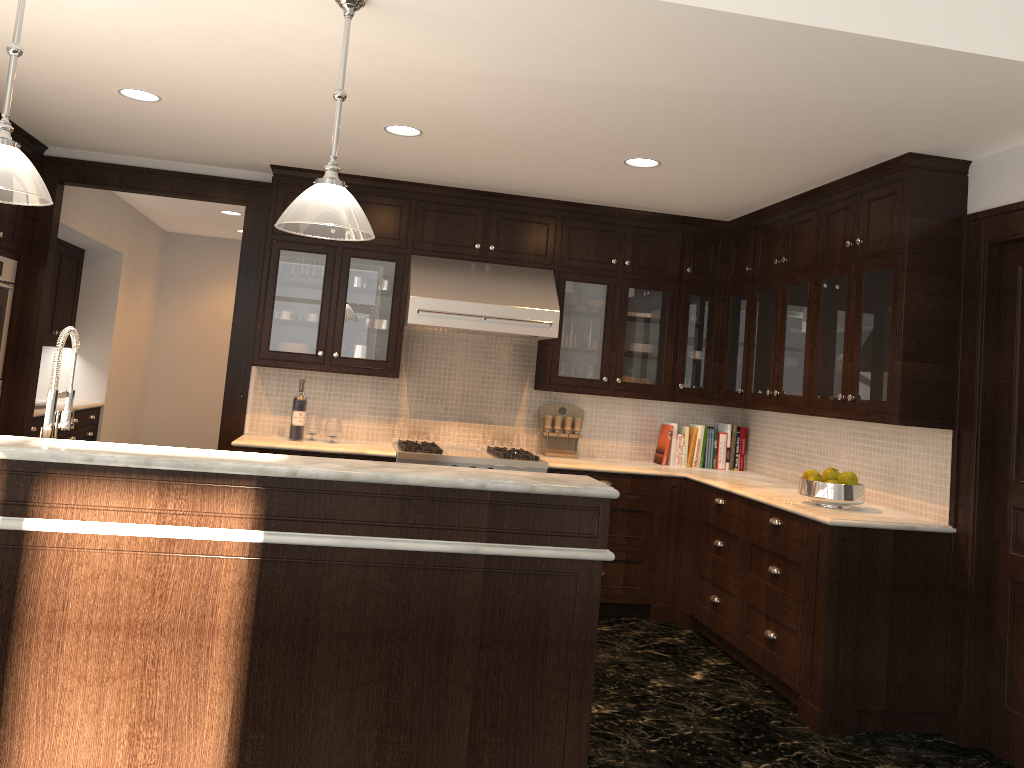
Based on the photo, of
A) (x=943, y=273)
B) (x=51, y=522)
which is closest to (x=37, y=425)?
(x=51, y=522)

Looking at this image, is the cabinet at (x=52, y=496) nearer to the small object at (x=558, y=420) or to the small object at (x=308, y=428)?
the small object at (x=308, y=428)

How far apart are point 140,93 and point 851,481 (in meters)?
3.85

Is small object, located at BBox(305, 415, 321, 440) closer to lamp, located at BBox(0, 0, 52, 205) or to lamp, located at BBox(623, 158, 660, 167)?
lamp, located at BBox(623, 158, 660, 167)

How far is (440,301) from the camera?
5.3 meters

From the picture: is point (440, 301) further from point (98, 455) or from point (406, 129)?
point (98, 455)

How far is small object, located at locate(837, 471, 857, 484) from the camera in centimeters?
429cm

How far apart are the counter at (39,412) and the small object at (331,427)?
2.0m

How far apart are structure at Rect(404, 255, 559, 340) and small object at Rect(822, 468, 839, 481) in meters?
1.8 m

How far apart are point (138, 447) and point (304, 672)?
0.83m
